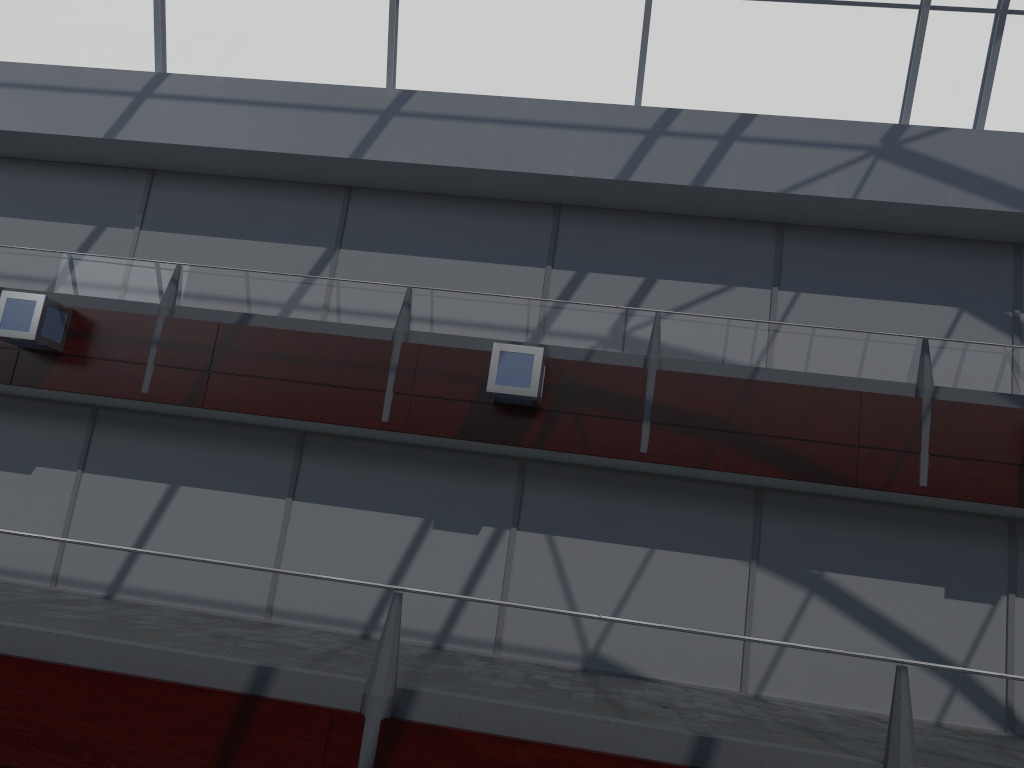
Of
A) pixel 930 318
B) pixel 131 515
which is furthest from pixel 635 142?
pixel 131 515
